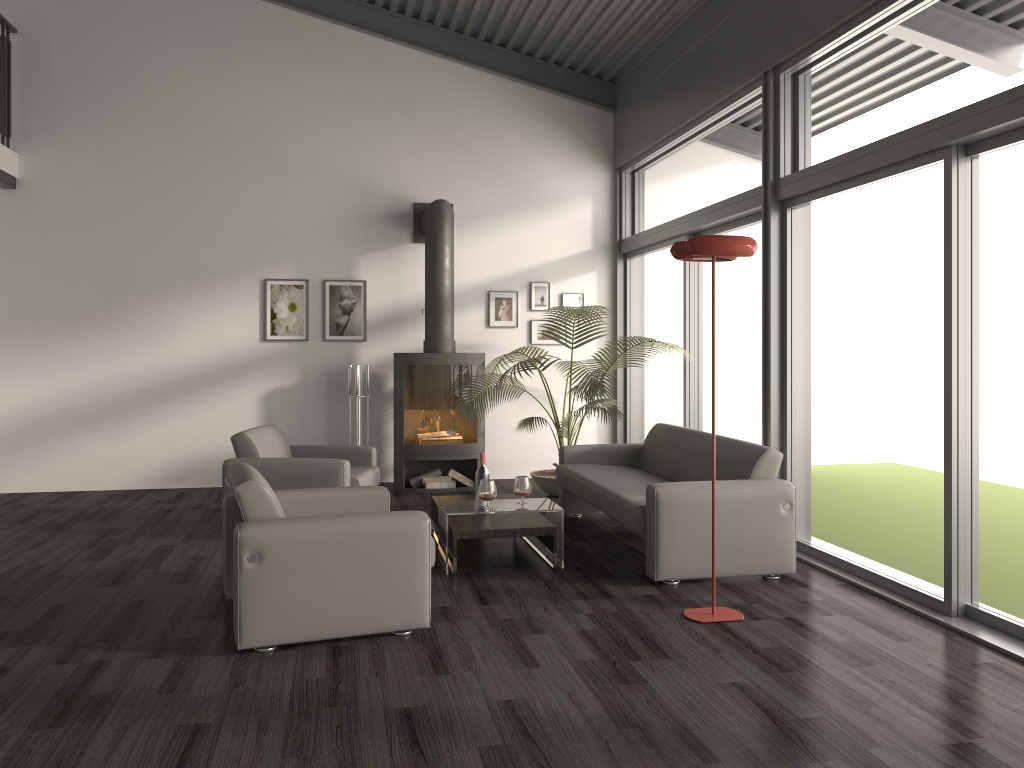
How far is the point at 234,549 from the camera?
3.7m

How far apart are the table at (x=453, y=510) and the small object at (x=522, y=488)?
0.1 meters

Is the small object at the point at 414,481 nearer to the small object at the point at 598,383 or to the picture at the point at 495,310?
the small object at the point at 598,383

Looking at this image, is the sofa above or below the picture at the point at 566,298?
below

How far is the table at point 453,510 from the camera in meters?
5.1

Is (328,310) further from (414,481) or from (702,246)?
(702,246)

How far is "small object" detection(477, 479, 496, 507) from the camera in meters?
5.1 m

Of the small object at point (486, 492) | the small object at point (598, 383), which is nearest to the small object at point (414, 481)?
the small object at point (598, 383)

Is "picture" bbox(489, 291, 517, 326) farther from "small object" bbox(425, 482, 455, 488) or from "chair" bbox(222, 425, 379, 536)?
"chair" bbox(222, 425, 379, 536)

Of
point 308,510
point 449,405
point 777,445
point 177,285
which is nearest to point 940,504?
point 777,445
